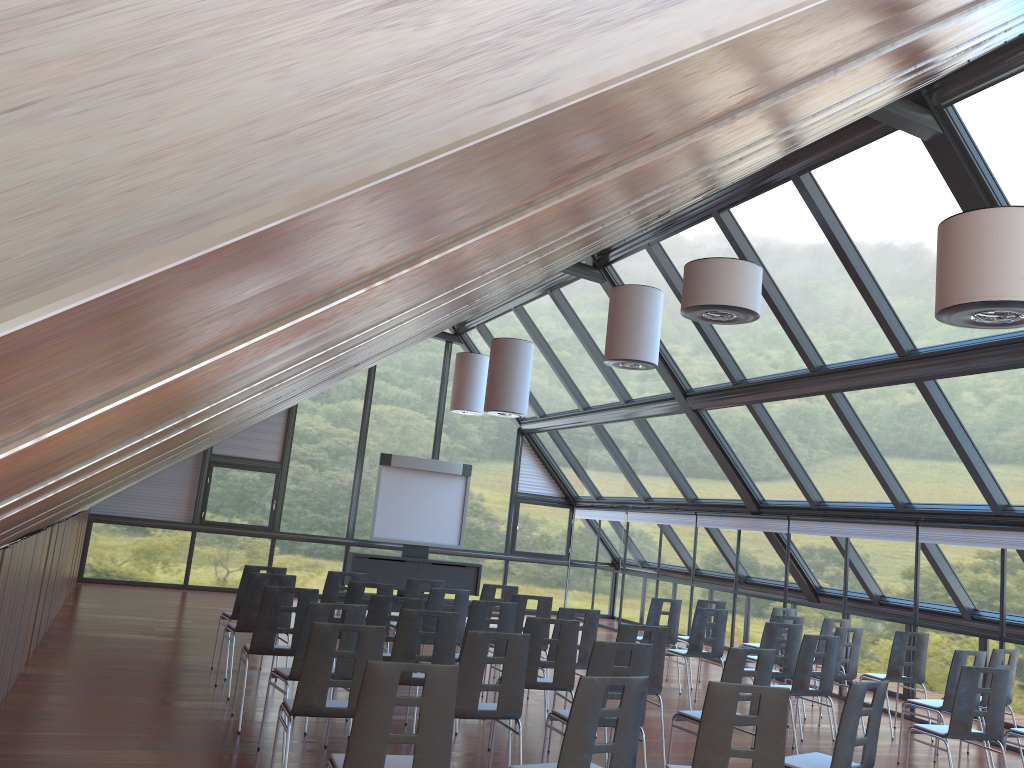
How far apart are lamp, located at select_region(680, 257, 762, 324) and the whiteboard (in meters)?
10.38

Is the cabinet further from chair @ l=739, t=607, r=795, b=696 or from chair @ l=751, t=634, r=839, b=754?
chair @ l=751, t=634, r=839, b=754

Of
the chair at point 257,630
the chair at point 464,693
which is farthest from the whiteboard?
the chair at point 464,693

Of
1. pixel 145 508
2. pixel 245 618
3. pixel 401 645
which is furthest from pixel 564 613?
pixel 145 508

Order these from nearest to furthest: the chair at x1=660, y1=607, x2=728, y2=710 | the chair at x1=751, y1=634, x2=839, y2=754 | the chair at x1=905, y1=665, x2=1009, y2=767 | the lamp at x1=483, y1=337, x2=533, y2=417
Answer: the chair at x1=905, y1=665, x2=1009, y2=767
the chair at x1=751, y1=634, x2=839, y2=754
the chair at x1=660, y1=607, x2=728, y2=710
the lamp at x1=483, y1=337, x2=533, y2=417

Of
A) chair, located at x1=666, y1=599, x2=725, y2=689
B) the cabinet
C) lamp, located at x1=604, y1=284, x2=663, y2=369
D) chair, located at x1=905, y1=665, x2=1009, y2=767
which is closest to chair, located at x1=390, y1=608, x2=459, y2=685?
chair, located at x1=905, y1=665, x2=1009, y2=767

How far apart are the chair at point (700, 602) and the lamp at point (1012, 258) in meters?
7.5

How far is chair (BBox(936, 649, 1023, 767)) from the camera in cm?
910

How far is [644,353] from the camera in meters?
10.8 m

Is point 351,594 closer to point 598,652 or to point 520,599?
point 520,599
